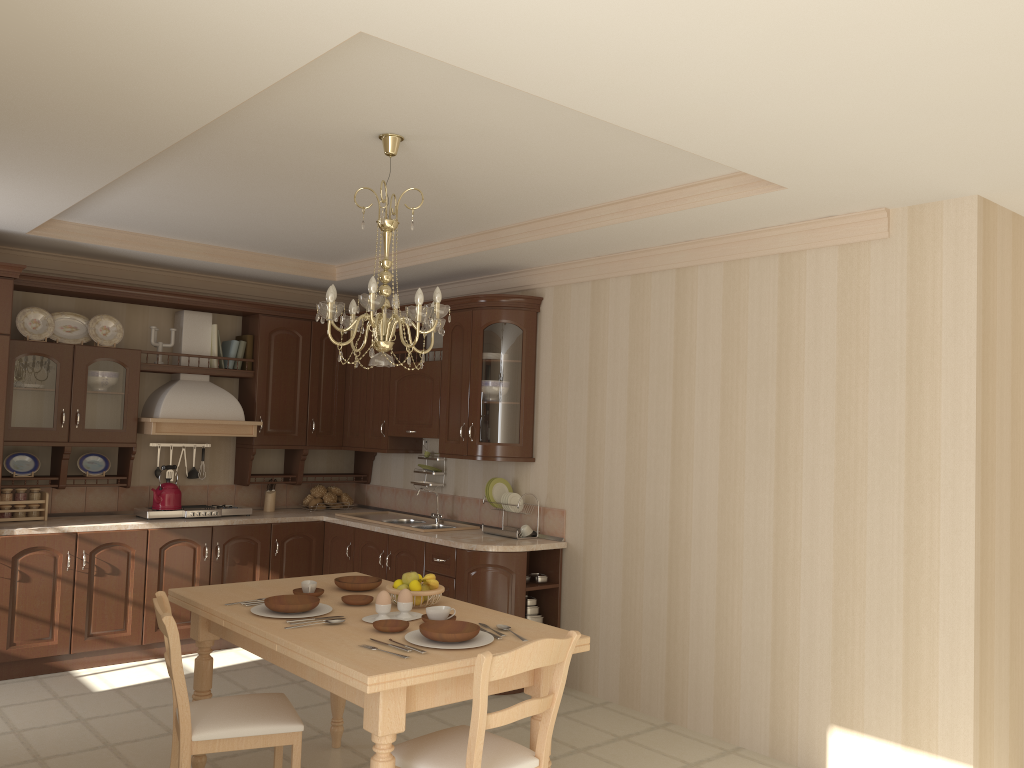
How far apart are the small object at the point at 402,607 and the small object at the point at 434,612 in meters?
0.1

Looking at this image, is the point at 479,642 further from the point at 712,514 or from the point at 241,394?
the point at 241,394

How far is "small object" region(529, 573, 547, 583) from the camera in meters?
5.2

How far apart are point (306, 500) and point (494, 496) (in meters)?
1.79

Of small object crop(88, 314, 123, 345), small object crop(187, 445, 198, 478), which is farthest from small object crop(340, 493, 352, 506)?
small object crop(88, 314, 123, 345)

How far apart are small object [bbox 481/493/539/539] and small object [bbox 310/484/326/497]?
1.7 meters

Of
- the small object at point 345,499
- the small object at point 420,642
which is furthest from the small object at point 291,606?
the small object at point 345,499

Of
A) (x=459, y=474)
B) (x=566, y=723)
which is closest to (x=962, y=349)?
(x=566, y=723)

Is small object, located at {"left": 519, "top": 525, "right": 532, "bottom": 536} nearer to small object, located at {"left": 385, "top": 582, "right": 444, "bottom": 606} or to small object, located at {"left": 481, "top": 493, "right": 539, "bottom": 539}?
small object, located at {"left": 481, "top": 493, "right": 539, "bottom": 539}

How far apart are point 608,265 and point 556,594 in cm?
195
